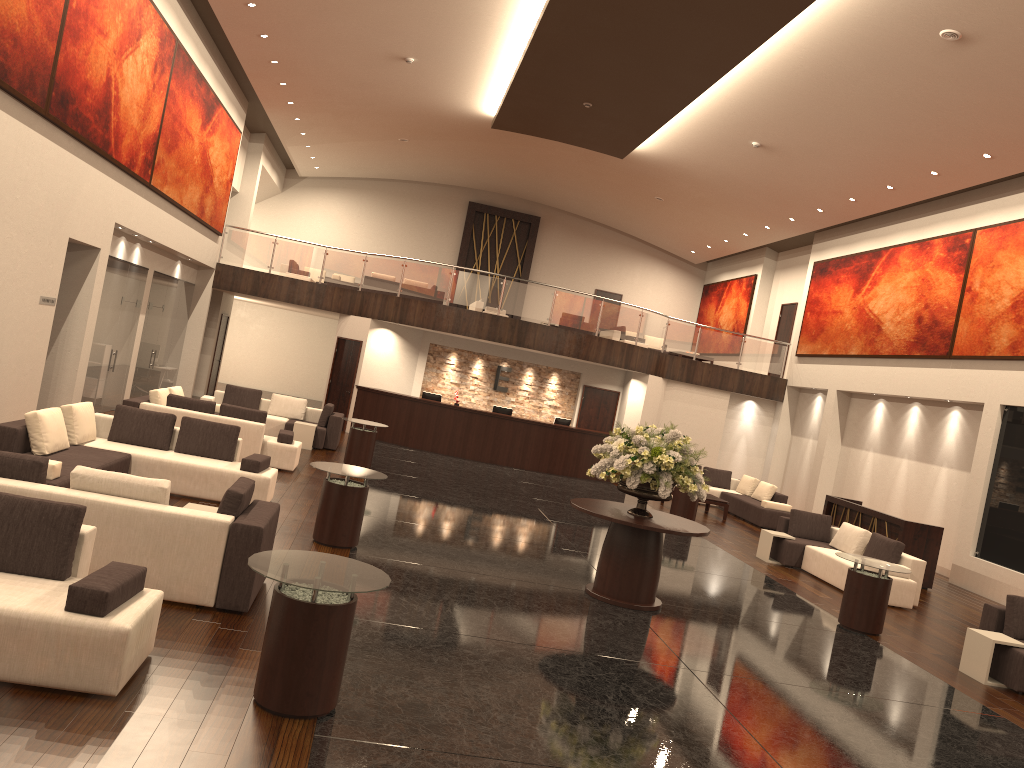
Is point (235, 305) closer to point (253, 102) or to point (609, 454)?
point (253, 102)

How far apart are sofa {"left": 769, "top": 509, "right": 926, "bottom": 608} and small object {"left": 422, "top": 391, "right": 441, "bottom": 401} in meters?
9.3 m

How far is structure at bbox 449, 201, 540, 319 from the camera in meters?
30.3 m

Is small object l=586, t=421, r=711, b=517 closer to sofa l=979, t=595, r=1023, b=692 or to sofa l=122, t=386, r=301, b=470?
sofa l=979, t=595, r=1023, b=692

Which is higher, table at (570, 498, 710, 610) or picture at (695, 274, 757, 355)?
picture at (695, 274, 757, 355)

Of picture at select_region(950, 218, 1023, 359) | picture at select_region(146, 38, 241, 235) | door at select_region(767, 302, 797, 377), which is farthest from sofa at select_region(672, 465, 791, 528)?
picture at select_region(146, 38, 241, 235)

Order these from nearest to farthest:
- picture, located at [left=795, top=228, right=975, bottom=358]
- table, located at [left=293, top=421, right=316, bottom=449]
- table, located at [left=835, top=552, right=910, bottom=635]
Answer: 1. table, located at [left=835, top=552, right=910, bottom=635]
2. table, located at [left=293, top=421, right=316, bottom=449]
3. picture, located at [left=795, top=228, right=975, bottom=358]

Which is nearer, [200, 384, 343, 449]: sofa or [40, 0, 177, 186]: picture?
[40, 0, 177, 186]: picture

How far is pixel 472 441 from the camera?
20.6 meters

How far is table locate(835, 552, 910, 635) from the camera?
10.1m
